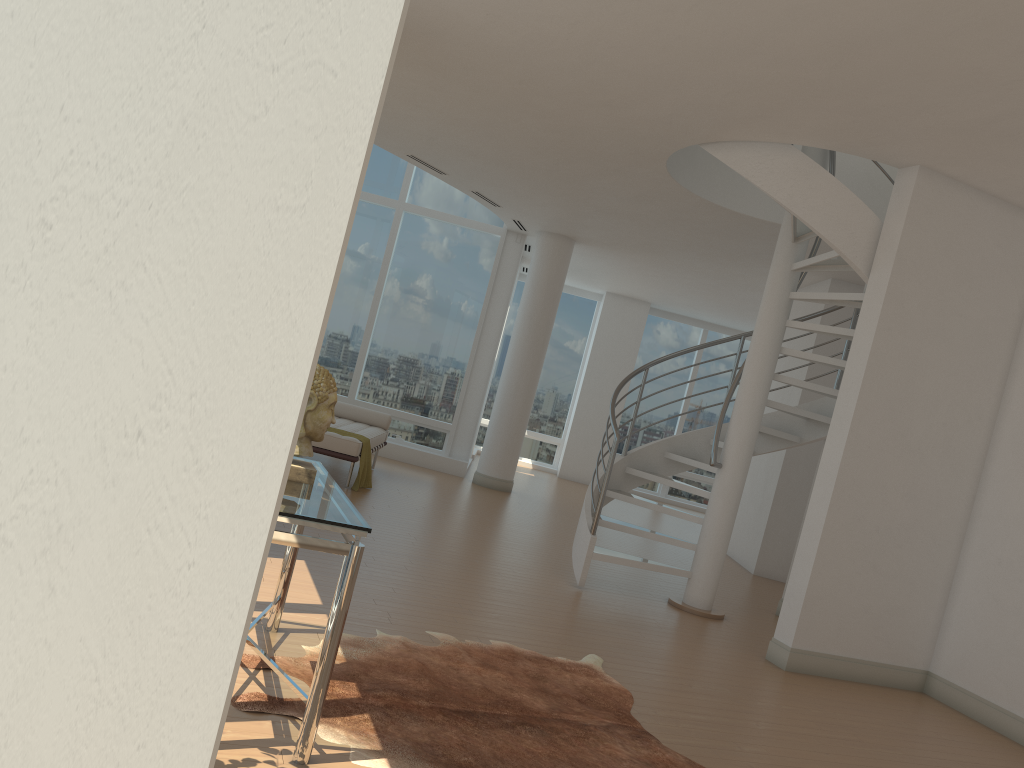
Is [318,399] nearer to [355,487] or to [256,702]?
[256,702]

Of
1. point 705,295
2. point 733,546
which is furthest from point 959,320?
point 705,295

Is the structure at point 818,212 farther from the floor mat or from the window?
the window

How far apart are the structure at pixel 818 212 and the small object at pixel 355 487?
2.38m

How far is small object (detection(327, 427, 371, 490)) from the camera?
8.5 meters

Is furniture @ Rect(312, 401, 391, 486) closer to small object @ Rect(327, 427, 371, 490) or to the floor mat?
small object @ Rect(327, 427, 371, 490)

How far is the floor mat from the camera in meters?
3.2

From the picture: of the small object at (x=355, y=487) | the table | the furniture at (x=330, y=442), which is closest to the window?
the furniture at (x=330, y=442)

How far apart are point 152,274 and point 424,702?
3.2 meters

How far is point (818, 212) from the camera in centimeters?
593cm
